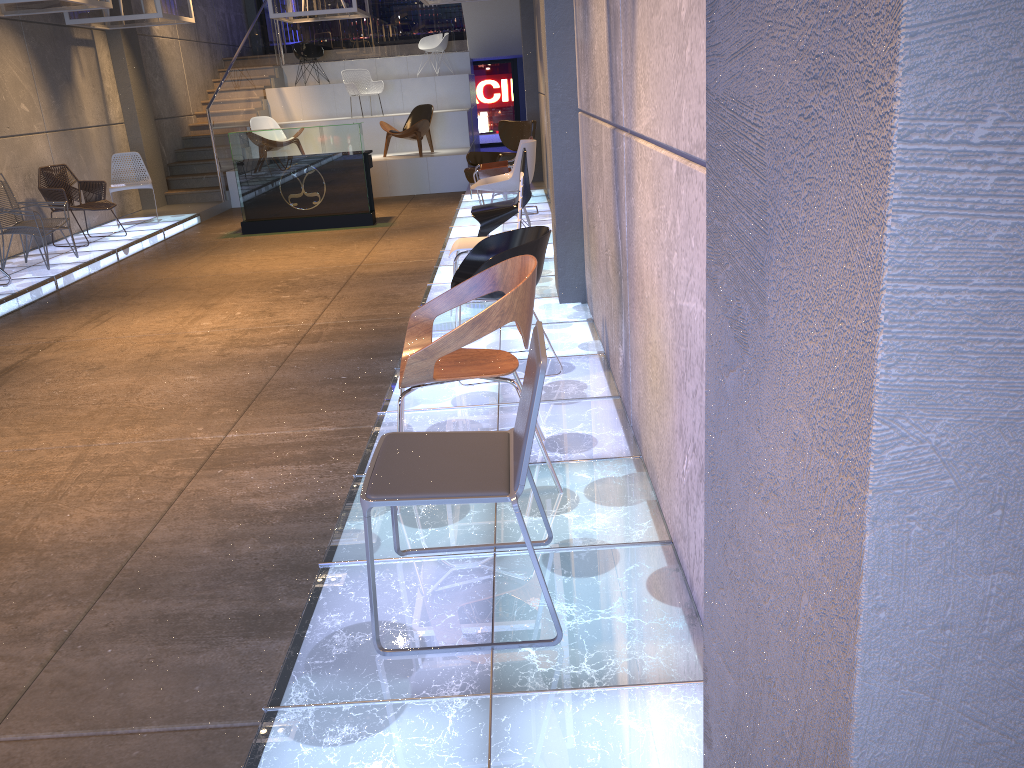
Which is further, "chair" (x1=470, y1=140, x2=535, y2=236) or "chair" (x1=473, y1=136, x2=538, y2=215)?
"chair" (x1=473, y1=136, x2=538, y2=215)

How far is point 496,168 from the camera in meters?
9.7

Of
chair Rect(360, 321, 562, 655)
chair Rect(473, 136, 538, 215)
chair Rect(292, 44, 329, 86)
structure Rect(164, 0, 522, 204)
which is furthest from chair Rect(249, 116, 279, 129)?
chair Rect(360, 321, 562, 655)

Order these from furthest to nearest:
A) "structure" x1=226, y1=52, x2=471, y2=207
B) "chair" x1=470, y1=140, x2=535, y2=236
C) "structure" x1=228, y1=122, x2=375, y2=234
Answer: "structure" x1=226, y1=52, x2=471, y2=207 < "structure" x1=228, y1=122, x2=375, y2=234 < "chair" x1=470, y1=140, x2=535, y2=236

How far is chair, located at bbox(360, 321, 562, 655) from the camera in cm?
230

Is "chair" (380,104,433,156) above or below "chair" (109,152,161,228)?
above

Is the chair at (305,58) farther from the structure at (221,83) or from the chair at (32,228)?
the chair at (32,228)

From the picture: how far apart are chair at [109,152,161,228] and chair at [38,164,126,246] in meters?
0.7

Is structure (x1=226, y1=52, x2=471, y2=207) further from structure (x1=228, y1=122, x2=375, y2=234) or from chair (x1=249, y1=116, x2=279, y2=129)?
structure (x1=228, y1=122, x2=375, y2=234)

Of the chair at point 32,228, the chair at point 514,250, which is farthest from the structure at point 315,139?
the chair at point 514,250
